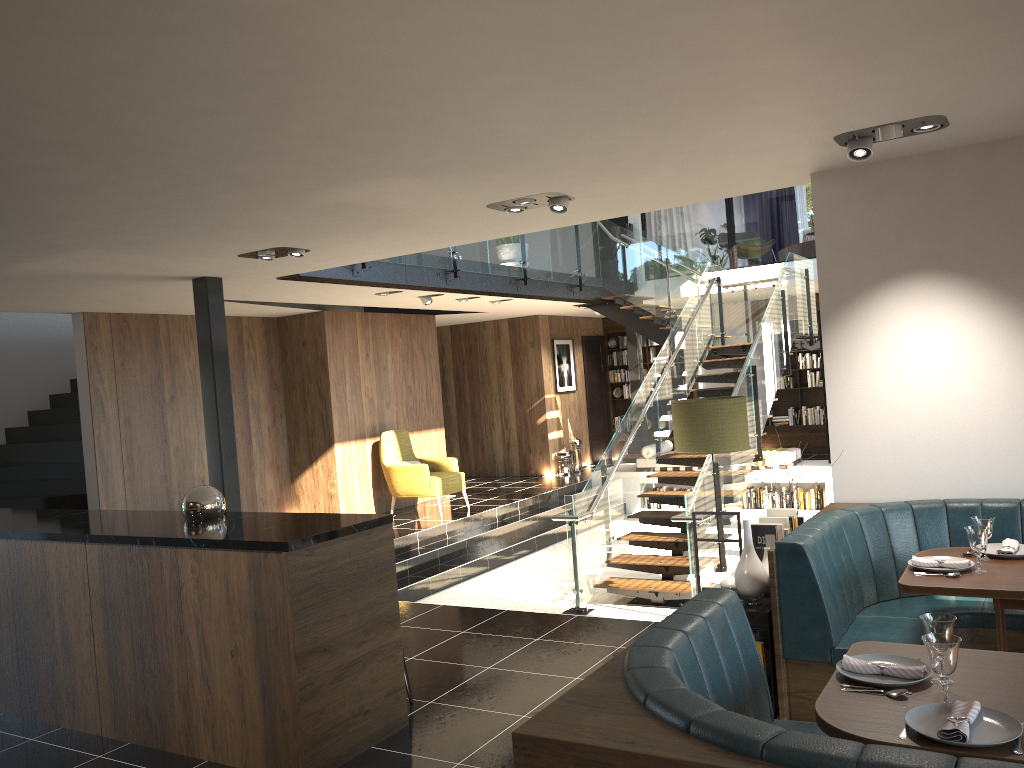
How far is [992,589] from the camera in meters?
3.5

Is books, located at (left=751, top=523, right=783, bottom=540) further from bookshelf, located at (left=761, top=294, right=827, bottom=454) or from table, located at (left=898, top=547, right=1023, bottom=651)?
bookshelf, located at (left=761, top=294, right=827, bottom=454)

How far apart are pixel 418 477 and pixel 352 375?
1.6m

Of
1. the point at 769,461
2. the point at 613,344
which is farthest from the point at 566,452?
the point at 769,461

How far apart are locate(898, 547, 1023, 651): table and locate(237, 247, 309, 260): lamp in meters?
4.5

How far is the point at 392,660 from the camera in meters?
4.2 m

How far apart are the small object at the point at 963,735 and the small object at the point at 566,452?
12.35m

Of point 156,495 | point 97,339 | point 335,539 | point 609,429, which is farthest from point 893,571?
point 609,429

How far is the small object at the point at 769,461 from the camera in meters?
12.5

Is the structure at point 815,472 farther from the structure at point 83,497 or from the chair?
the structure at point 83,497
